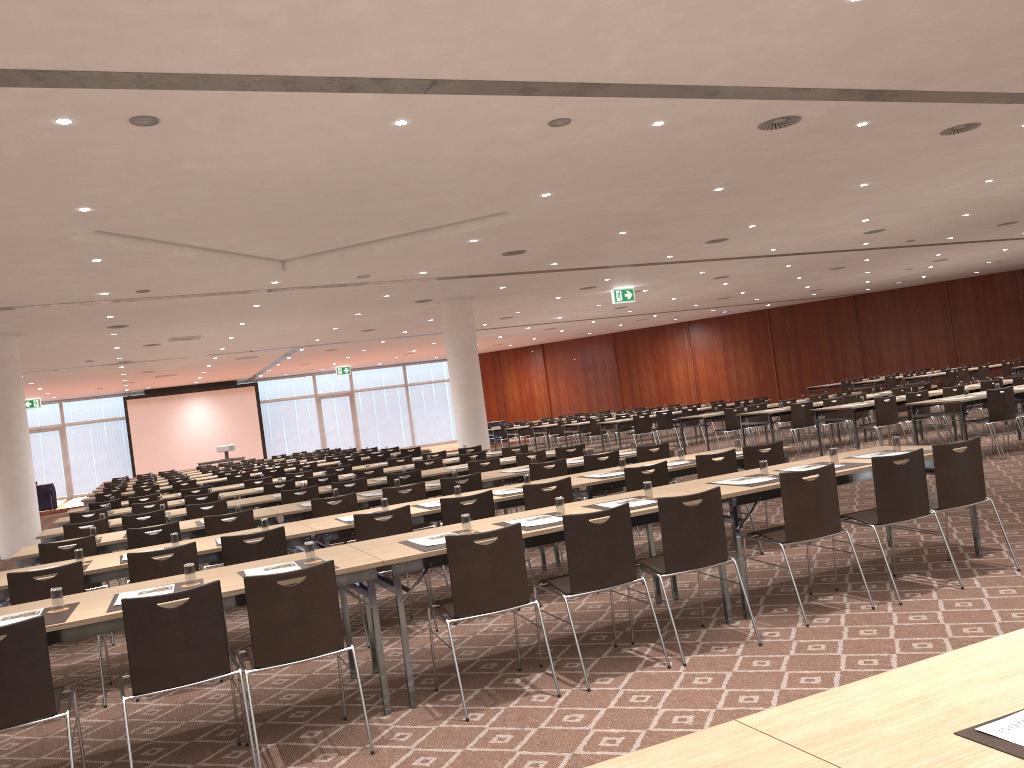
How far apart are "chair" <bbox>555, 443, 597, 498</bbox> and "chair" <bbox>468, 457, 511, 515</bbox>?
0.9 meters

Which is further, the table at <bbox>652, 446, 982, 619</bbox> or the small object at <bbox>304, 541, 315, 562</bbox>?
the table at <bbox>652, 446, 982, 619</bbox>

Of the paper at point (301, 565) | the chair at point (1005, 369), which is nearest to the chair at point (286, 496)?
the paper at point (301, 565)

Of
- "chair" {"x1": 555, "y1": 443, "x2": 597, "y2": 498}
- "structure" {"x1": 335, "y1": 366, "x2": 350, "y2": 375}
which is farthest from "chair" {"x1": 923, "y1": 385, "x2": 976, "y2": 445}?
"structure" {"x1": 335, "y1": 366, "x2": 350, "y2": 375}

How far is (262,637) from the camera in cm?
422

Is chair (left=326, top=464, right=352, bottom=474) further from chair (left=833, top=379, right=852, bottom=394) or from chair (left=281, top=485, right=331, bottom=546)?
chair (left=833, top=379, right=852, bottom=394)

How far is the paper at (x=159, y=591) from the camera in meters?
4.7

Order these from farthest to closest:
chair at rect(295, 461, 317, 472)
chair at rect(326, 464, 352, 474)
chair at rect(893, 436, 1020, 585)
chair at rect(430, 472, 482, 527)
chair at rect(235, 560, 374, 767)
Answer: chair at rect(295, 461, 317, 472)
chair at rect(326, 464, 352, 474)
chair at rect(430, 472, 482, 527)
chair at rect(893, 436, 1020, 585)
chair at rect(235, 560, 374, 767)

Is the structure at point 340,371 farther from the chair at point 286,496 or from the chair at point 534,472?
the chair at point 534,472

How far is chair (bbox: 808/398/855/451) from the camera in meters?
15.8
